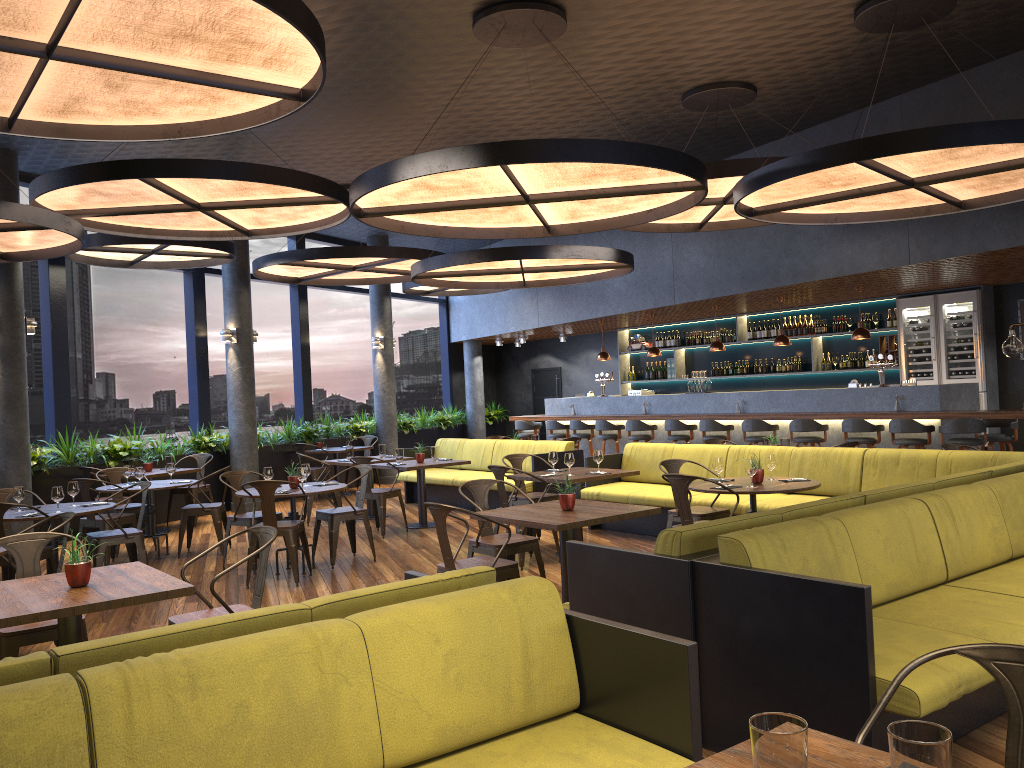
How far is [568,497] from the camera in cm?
579

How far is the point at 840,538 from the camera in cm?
403

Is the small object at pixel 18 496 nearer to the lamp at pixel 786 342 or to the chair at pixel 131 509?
the chair at pixel 131 509

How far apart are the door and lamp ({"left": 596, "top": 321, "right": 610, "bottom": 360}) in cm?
412

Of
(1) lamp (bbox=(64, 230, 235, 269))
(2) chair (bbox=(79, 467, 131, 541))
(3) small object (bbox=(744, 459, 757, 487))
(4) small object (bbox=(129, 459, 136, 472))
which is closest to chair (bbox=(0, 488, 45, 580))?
(2) chair (bbox=(79, 467, 131, 541))

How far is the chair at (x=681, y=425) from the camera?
12.8m

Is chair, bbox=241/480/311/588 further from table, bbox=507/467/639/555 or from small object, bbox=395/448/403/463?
small object, bbox=395/448/403/463

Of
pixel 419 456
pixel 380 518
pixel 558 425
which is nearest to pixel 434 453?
pixel 419 456

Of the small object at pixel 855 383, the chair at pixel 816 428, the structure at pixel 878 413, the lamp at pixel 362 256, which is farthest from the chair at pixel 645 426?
the lamp at pixel 362 256

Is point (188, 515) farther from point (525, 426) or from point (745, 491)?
point (525, 426)
